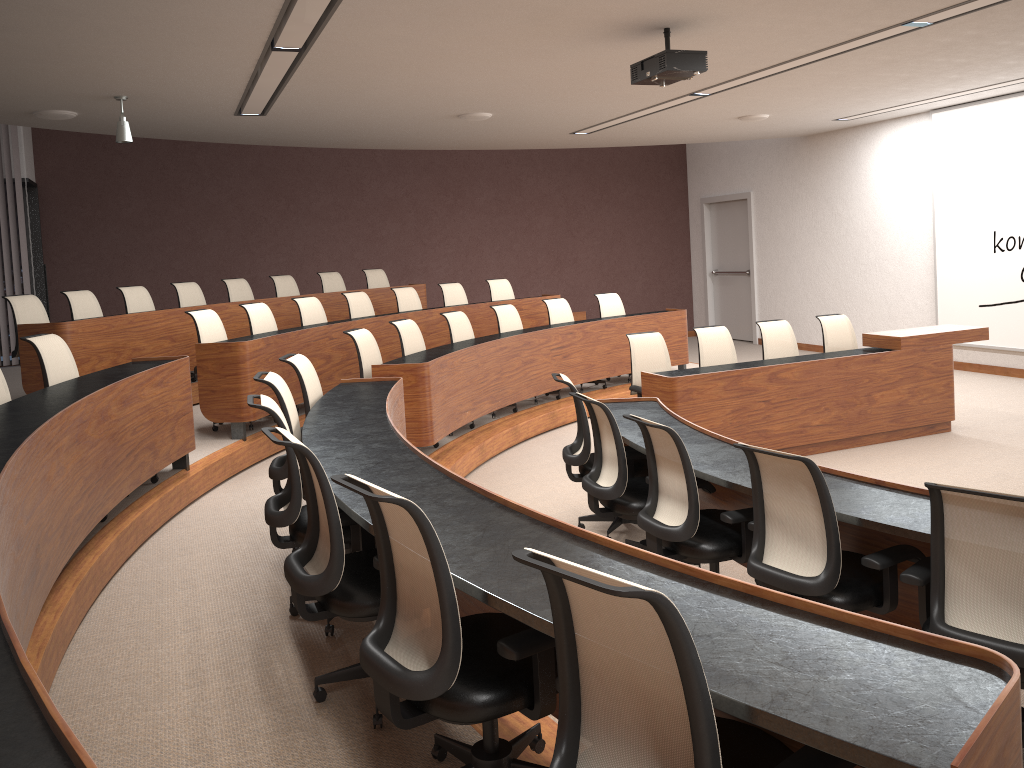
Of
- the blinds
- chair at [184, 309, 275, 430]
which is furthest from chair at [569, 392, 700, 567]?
the blinds

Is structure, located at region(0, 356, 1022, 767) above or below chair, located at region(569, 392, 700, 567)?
above

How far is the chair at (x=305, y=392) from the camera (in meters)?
5.04

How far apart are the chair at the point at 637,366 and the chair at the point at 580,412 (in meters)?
1.68

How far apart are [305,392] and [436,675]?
3.1m

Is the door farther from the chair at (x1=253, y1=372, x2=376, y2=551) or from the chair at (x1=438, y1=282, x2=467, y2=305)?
the chair at (x1=253, y1=372, x2=376, y2=551)

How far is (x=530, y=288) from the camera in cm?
1432

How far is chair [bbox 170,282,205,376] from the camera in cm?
891

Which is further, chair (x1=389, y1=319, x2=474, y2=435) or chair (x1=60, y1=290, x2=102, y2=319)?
chair (x1=60, y1=290, x2=102, y2=319)

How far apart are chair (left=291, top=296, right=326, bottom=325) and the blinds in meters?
4.6
